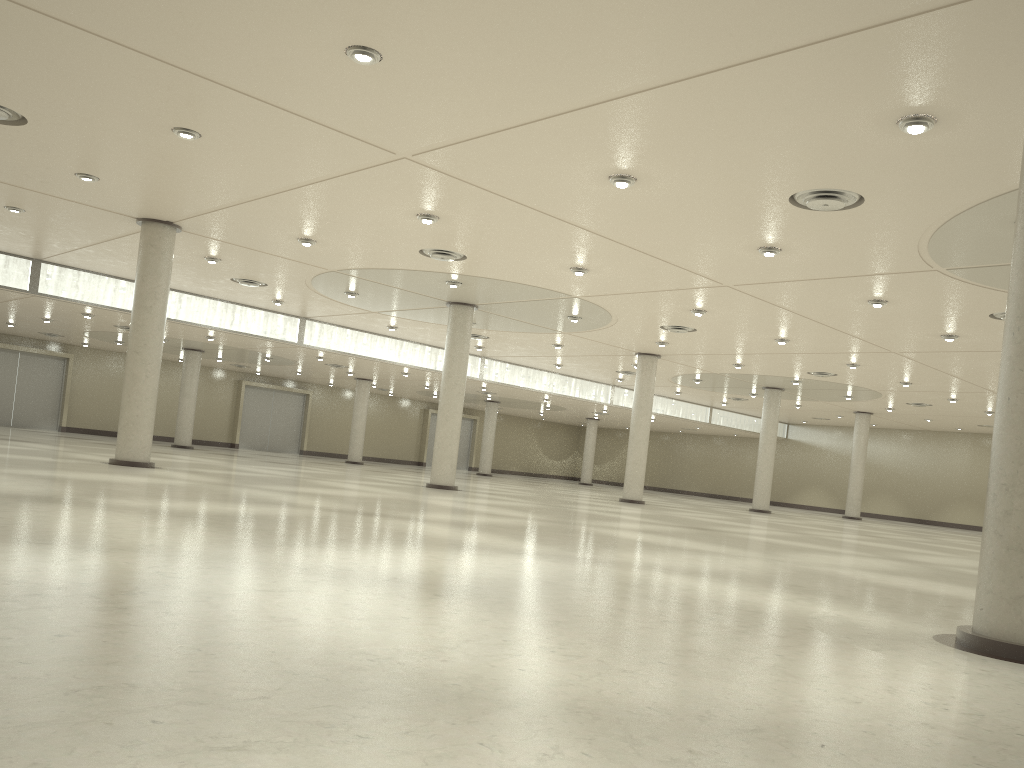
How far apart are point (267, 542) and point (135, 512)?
5.5m

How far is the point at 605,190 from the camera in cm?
3331
